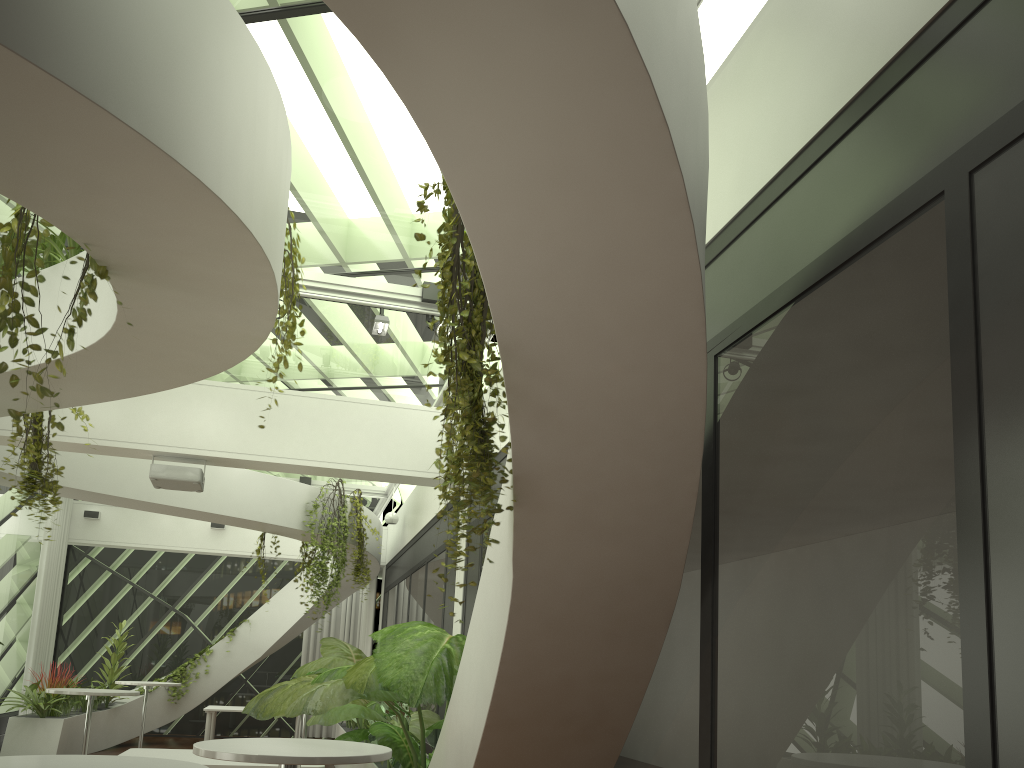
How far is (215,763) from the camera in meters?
6.0 m

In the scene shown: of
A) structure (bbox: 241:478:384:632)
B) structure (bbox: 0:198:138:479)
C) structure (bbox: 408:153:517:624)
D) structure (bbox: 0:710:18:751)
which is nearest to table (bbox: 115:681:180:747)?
structure (bbox: 0:710:18:751)

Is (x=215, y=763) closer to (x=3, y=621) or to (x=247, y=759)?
(x=247, y=759)

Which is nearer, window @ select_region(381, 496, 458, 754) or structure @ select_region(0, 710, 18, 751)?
window @ select_region(381, 496, 458, 754)

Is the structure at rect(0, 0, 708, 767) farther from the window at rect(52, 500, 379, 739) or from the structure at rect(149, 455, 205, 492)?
the structure at rect(149, 455, 205, 492)

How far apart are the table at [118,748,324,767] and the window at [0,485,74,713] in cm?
737

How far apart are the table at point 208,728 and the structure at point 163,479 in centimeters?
606cm

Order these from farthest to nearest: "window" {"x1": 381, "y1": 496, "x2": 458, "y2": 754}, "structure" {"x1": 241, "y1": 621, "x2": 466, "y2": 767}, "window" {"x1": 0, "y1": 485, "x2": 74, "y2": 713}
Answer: "window" {"x1": 0, "y1": 485, "x2": 74, "y2": 713}
"window" {"x1": 381, "y1": 496, "x2": 458, "y2": 754}
"structure" {"x1": 241, "y1": 621, "x2": 466, "y2": 767}

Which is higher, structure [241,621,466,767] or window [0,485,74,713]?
window [0,485,74,713]

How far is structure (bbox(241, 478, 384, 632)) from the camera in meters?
10.9 m
